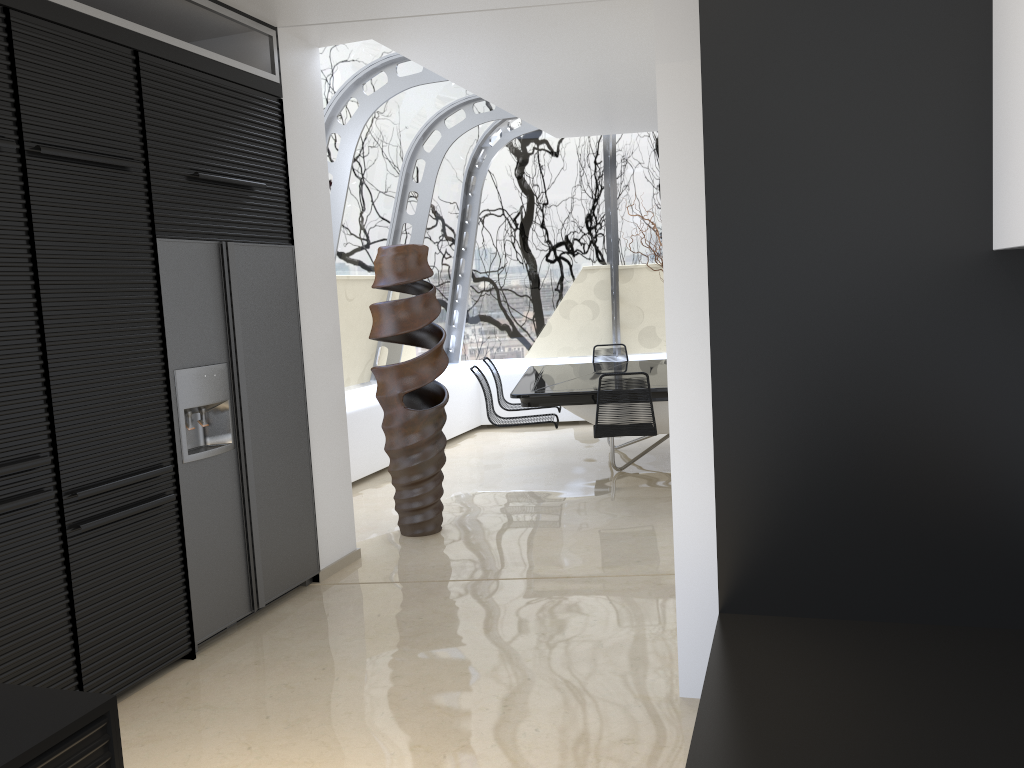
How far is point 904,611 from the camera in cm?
161

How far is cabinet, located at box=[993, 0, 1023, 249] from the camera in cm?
131

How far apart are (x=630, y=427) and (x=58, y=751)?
5.1 meters

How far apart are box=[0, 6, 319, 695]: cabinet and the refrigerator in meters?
0.0 m

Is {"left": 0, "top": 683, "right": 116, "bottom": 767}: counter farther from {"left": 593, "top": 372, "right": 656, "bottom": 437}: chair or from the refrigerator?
{"left": 593, "top": 372, "right": 656, "bottom": 437}: chair

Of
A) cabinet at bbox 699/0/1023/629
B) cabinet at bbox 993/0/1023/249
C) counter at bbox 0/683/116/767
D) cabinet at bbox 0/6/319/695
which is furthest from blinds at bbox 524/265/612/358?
counter at bbox 0/683/116/767

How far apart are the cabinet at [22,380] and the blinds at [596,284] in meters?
5.6 m

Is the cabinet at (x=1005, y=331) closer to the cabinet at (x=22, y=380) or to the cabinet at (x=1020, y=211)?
the cabinet at (x=1020, y=211)

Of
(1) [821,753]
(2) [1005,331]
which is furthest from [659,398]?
(1) [821,753]

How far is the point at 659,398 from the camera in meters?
6.5 m
